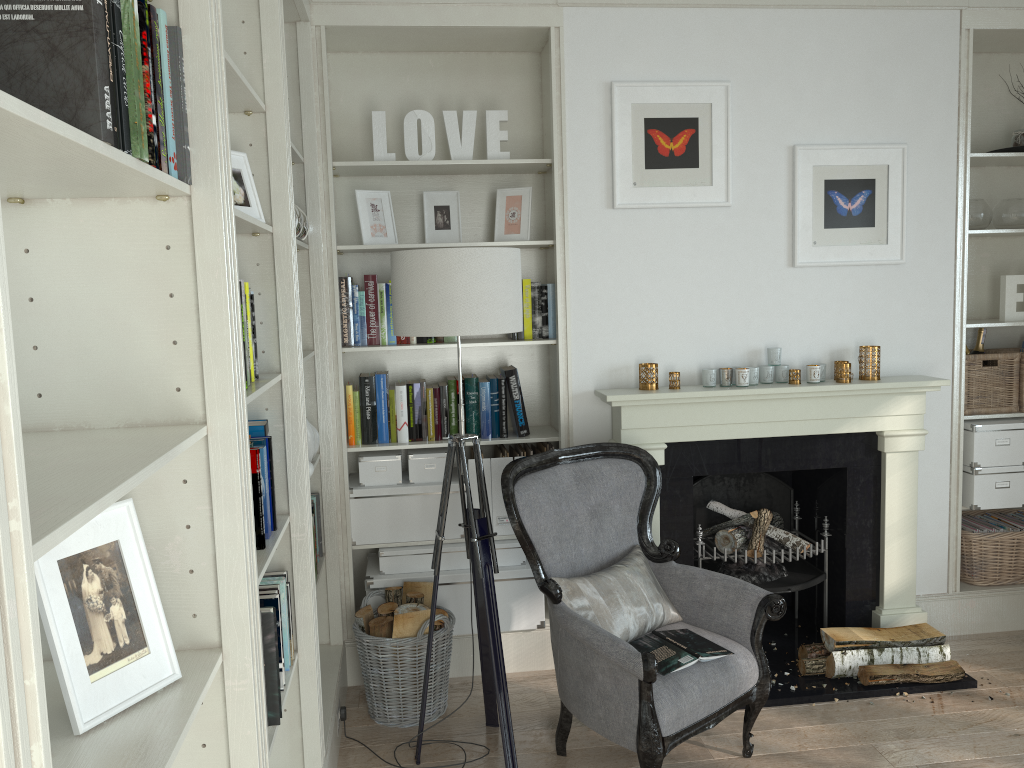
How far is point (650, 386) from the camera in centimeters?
357cm

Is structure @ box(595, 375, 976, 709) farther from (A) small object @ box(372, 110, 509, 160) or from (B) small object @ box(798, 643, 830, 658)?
(A) small object @ box(372, 110, 509, 160)

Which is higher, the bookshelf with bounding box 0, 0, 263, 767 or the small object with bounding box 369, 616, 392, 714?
the bookshelf with bounding box 0, 0, 263, 767

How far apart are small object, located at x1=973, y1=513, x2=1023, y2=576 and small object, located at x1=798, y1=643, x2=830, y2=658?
1.2m

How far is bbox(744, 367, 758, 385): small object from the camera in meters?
3.6 m

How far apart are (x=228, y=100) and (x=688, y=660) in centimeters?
211cm

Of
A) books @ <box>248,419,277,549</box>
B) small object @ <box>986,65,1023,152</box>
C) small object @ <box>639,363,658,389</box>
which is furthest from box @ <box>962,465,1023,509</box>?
books @ <box>248,419,277,549</box>

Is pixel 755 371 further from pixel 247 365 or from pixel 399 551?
pixel 247 365

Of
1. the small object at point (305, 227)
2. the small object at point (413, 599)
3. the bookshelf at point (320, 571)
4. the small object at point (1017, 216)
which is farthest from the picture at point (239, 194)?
the small object at point (1017, 216)

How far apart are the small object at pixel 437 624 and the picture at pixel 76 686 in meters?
1.9 m
